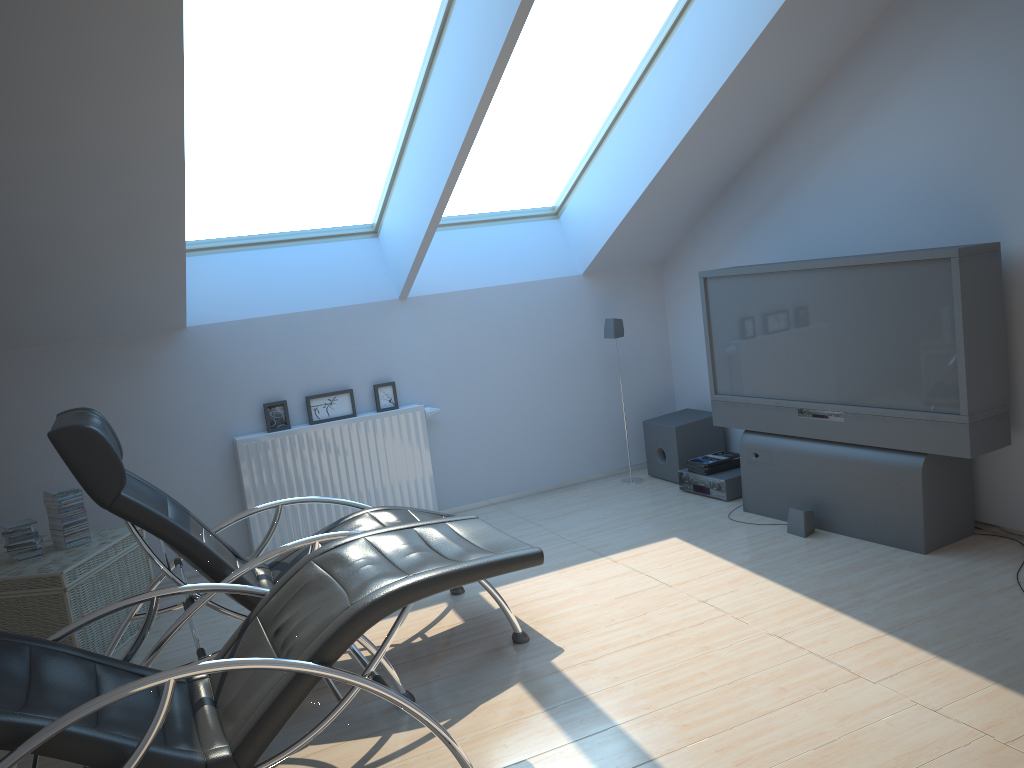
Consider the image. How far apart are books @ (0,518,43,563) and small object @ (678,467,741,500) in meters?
3.8 m

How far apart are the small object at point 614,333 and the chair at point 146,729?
3.03m

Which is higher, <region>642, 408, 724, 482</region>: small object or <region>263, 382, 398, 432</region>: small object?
<region>263, 382, 398, 432</region>: small object

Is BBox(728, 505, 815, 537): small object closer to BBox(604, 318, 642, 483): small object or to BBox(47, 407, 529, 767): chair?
BBox(604, 318, 642, 483): small object

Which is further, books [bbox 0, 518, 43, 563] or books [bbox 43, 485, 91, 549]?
books [bbox 43, 485, 91, 549]

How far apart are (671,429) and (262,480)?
2.71m

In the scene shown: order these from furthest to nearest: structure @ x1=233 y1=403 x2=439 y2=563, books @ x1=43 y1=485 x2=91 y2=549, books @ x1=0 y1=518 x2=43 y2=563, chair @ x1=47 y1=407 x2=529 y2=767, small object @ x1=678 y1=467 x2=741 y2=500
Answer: small object @ x1=678 y1=467 x2=741 y2=500 → structure @ x1=233 y1=403 x2=439 y2=563 → books @ x1=43 y1=485 x2=91 y2=549 → books @ x1=0 y1=518 x2=43 y2=563 → chair @ x1=47 y1=407 x2=529 y2=767

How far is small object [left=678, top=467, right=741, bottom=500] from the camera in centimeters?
554cm

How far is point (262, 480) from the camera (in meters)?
5.40

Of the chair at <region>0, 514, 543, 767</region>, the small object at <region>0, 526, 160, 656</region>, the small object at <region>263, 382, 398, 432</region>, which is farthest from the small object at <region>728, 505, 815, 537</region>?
the small object at <region>0, 526, 160, 656</region>
